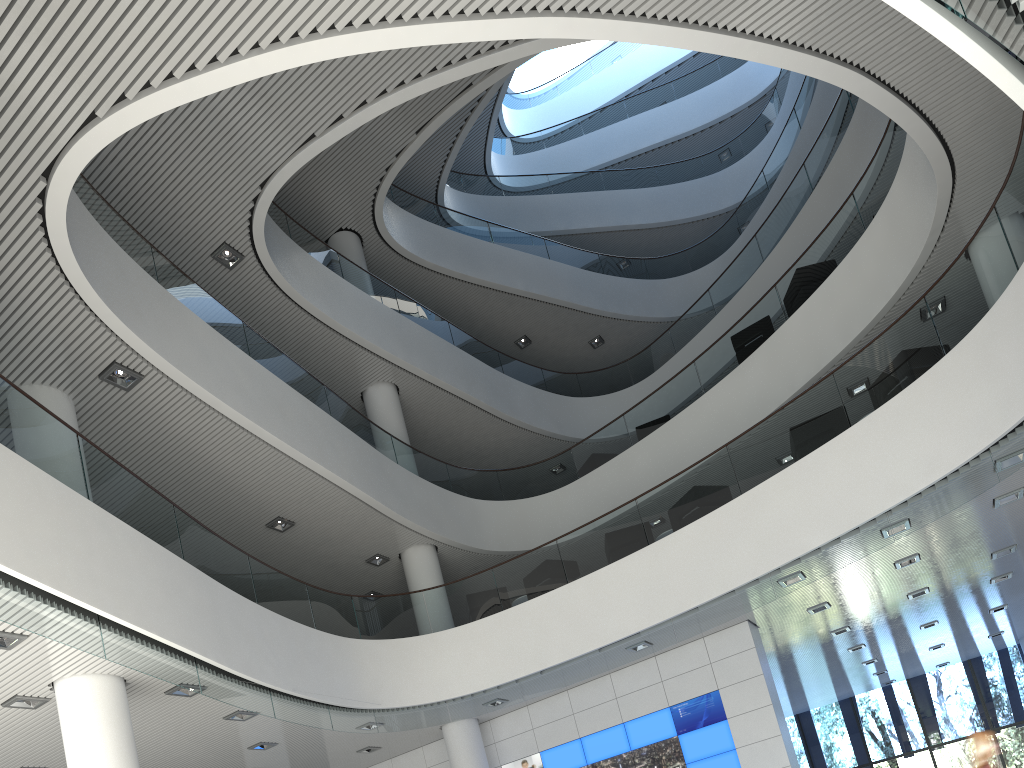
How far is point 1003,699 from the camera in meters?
13.2 m

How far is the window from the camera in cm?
1316

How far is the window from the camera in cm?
1316
